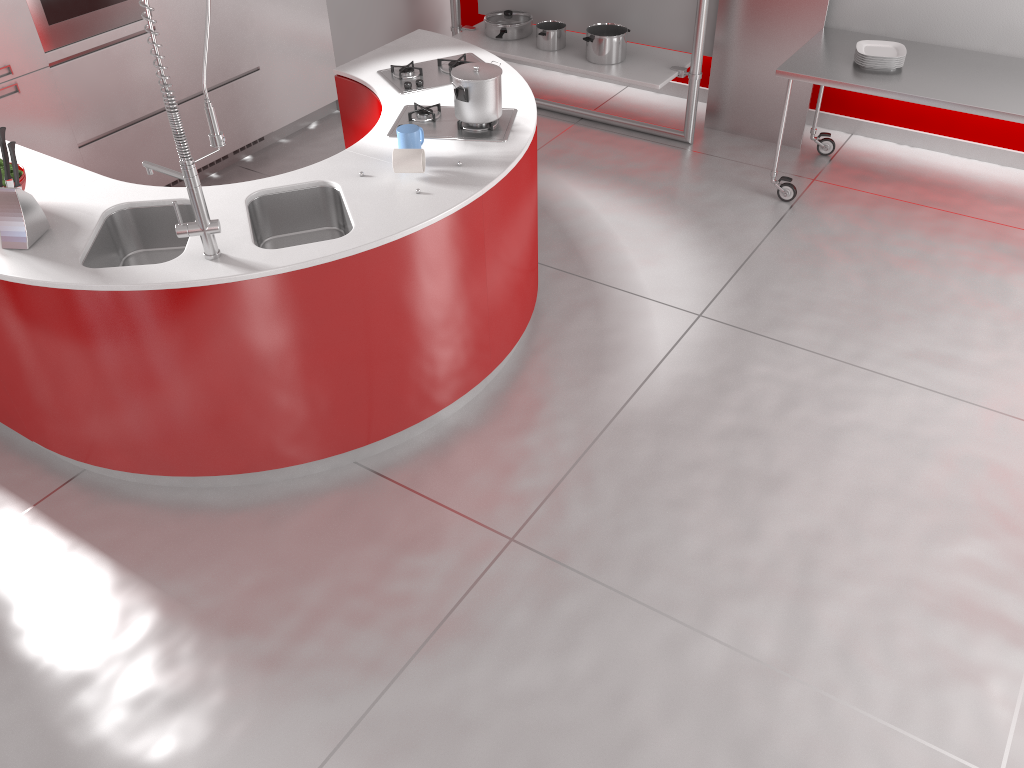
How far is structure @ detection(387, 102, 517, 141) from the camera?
3.3 meters

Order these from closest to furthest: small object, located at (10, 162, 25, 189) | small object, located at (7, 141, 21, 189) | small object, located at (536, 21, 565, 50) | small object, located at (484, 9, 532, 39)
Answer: small object, located at (7, 141, 21, 189) < small object, located at (10, 162, 25, 189) < small object, located at (536, 21, 565, 50) < small object, located at (484, 9, 532, 39)

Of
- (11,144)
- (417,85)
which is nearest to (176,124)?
(11,144)

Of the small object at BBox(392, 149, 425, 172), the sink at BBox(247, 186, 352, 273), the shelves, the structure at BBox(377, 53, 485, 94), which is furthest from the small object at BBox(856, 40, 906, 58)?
the sink at BBox(247, 186, 352, 273)

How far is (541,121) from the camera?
5.5m

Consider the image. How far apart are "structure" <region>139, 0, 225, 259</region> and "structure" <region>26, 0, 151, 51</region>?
1.9 meters

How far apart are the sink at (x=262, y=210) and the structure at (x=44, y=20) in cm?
181

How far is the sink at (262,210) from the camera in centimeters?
303cm

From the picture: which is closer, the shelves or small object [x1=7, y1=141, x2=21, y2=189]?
small object [x1=7, y1=141, x2=21, y2=189]

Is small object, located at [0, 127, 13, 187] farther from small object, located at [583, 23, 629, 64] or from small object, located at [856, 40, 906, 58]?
small object, located at [856, 40, 906, 58]
